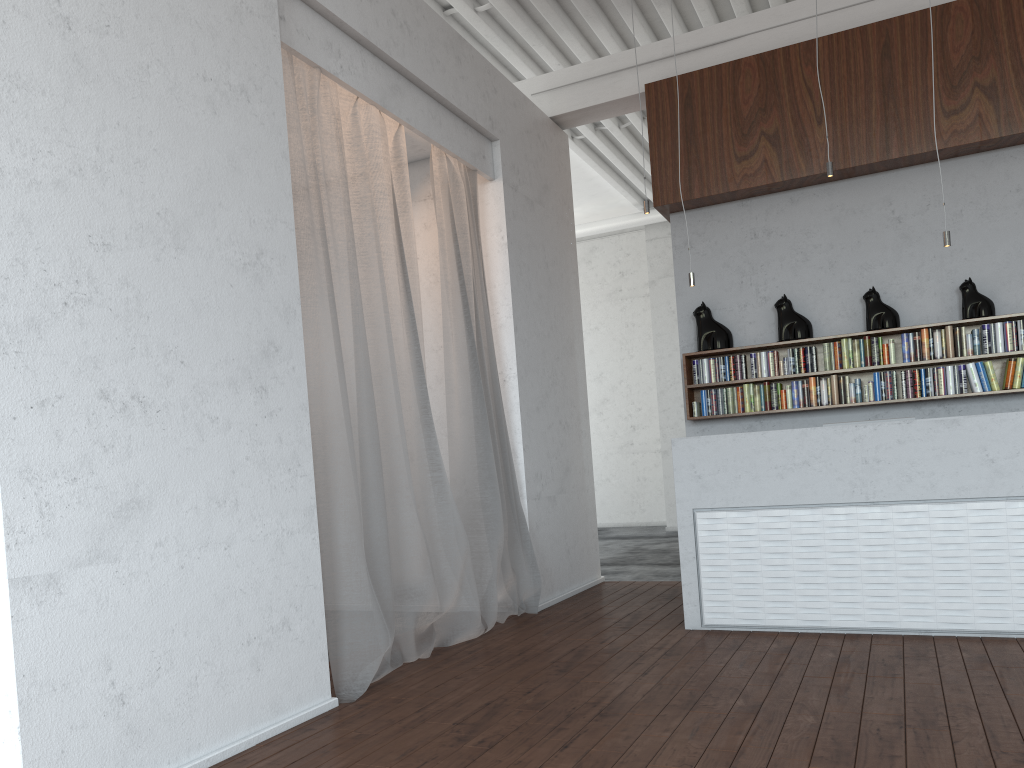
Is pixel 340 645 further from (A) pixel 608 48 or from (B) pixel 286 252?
(A) pixel 608 48
